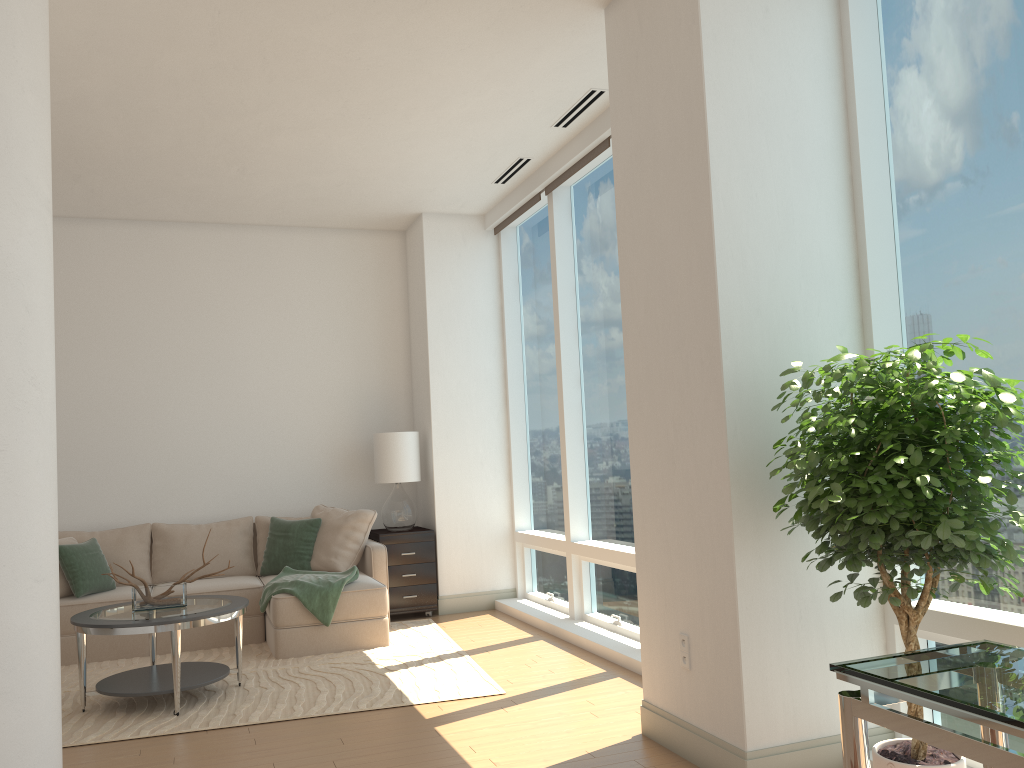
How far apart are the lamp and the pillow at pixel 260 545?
0.96m

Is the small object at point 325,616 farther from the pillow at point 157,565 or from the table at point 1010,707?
the table at point 1010,707

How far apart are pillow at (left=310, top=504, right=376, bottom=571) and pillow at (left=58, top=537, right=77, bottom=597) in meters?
1.7

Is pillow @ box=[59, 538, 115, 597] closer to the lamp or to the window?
the lamp

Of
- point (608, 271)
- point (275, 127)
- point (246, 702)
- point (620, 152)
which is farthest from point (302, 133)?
point (246, 702)

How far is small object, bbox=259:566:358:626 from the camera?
5.9 meters

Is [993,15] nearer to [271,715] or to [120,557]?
[271,715]

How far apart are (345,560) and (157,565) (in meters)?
1.47

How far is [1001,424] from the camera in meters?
2.6

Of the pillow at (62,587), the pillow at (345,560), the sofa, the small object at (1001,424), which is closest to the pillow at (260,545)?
the sofa
